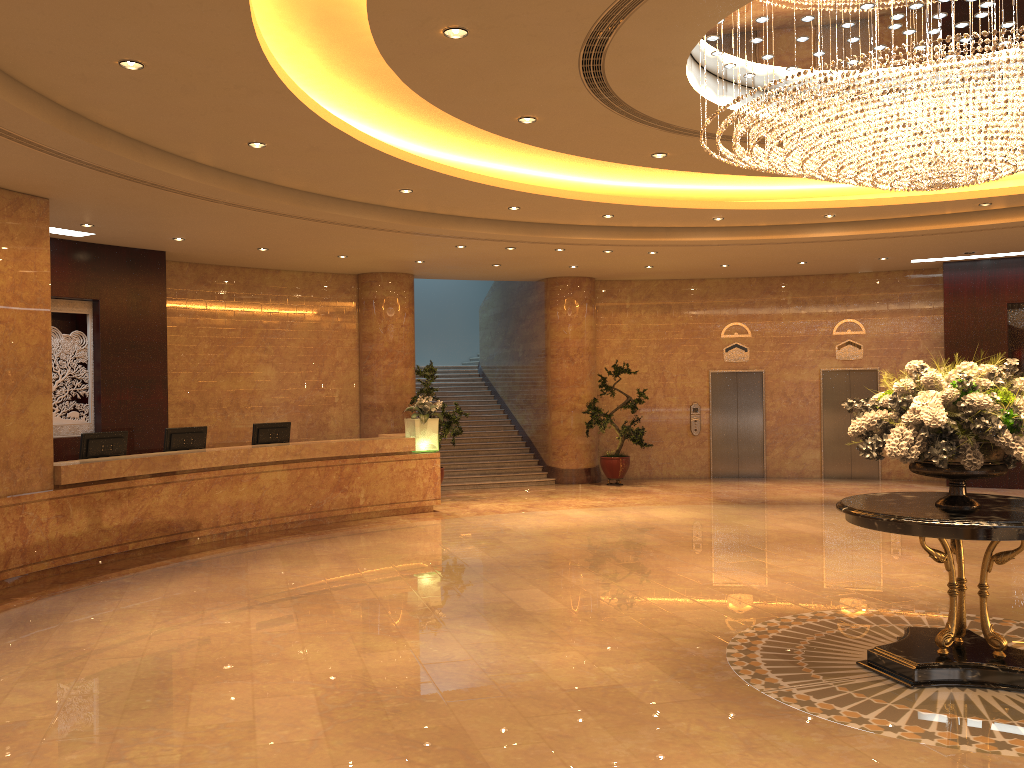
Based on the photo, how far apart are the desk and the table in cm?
768

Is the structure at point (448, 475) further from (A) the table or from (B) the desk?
(A) the table

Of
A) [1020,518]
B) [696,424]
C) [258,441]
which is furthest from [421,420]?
[1020,518]

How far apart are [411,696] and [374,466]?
7.6m

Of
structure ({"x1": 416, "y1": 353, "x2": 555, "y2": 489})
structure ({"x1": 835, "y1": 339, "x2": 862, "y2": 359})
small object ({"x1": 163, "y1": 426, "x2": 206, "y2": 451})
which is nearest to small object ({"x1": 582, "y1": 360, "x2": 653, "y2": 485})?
structure ({"x1": 416, "y1": 353, "x2": 555, "y2": 489})

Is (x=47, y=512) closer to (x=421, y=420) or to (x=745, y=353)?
(x=421, y=420)

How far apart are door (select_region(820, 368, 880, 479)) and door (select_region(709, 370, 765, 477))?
1.2m

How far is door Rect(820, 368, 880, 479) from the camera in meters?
17.0 m

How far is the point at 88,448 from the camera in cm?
1038

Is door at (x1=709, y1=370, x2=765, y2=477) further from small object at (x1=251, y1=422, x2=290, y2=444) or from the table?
the table
